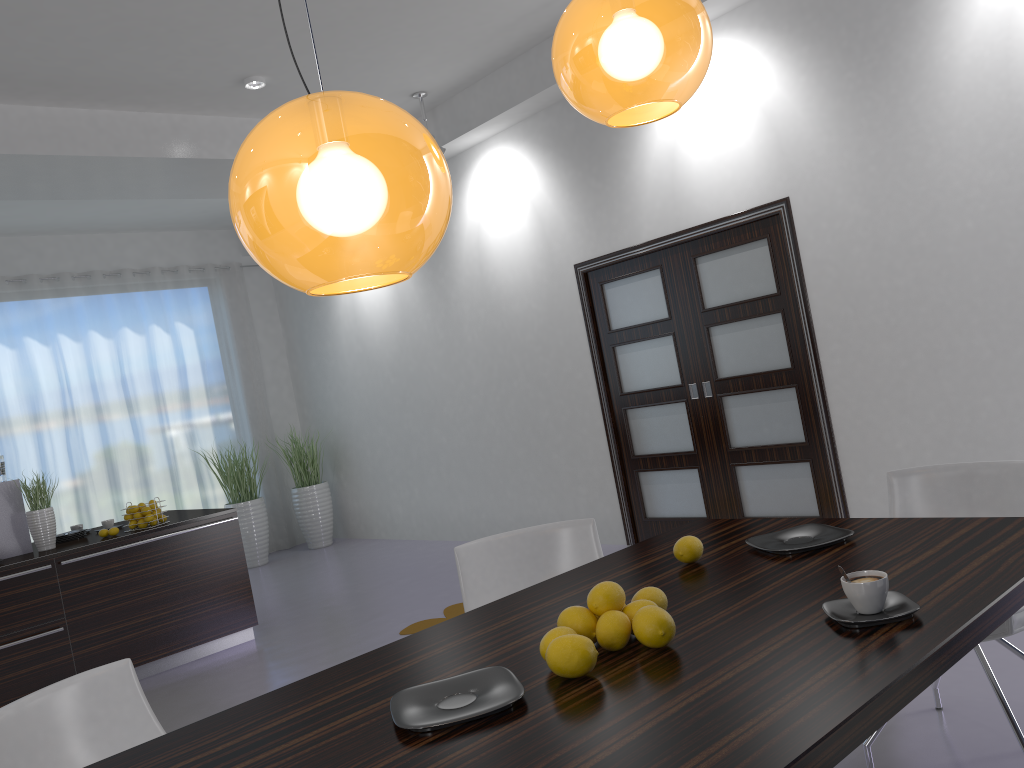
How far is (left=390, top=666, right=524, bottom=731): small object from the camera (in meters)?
1.47

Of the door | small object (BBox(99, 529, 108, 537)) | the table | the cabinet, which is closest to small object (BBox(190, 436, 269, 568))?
the cabinet

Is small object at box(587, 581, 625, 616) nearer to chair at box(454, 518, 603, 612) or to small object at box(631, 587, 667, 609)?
small object at box(631, 587, 667, 609)

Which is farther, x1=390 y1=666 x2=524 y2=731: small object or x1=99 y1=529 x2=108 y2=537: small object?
x1=99 y1=529 x2=108 y2=537: small object

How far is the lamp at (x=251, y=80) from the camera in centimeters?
555cm

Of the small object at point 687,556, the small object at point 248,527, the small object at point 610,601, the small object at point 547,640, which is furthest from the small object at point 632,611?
the small object at point 248,527

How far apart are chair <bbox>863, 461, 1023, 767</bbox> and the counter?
4.1m

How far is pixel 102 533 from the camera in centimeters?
534cm

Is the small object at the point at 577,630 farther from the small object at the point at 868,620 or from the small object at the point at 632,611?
the small object at the point at 868,620

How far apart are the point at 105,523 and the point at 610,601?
5.0m
